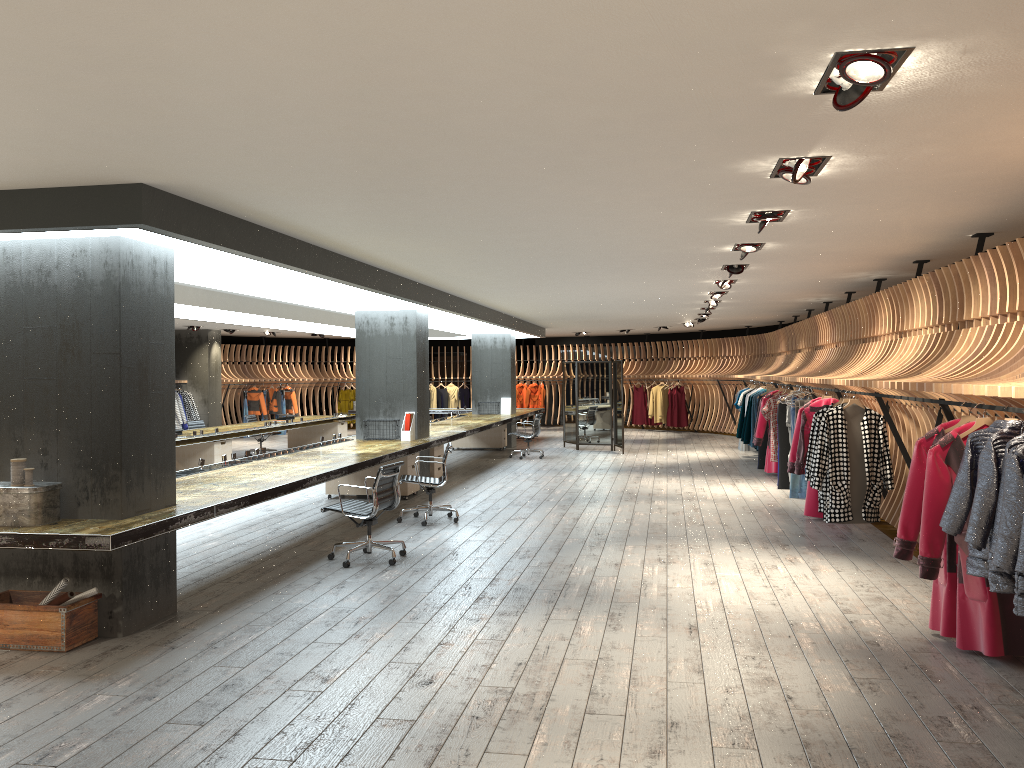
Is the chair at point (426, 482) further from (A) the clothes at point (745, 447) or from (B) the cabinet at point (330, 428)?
(A) the clothes at point (745, 447)

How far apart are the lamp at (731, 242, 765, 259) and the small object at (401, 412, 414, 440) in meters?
5.5 m

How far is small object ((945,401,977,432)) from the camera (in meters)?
5.29

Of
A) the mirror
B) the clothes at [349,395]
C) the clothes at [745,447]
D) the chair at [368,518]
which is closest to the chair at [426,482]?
the chair at [368,518]

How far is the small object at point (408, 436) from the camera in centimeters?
1201cm

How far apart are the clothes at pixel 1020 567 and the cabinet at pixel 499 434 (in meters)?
15.25

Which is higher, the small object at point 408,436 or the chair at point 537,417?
the small object at point 408,436

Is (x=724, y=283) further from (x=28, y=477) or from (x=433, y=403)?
(x=433, y=403)

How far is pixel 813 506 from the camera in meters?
9.7 m

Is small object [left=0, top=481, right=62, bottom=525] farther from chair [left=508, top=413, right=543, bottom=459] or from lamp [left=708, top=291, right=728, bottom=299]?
chair [left=508, top=413, right=543, bottom=459]
